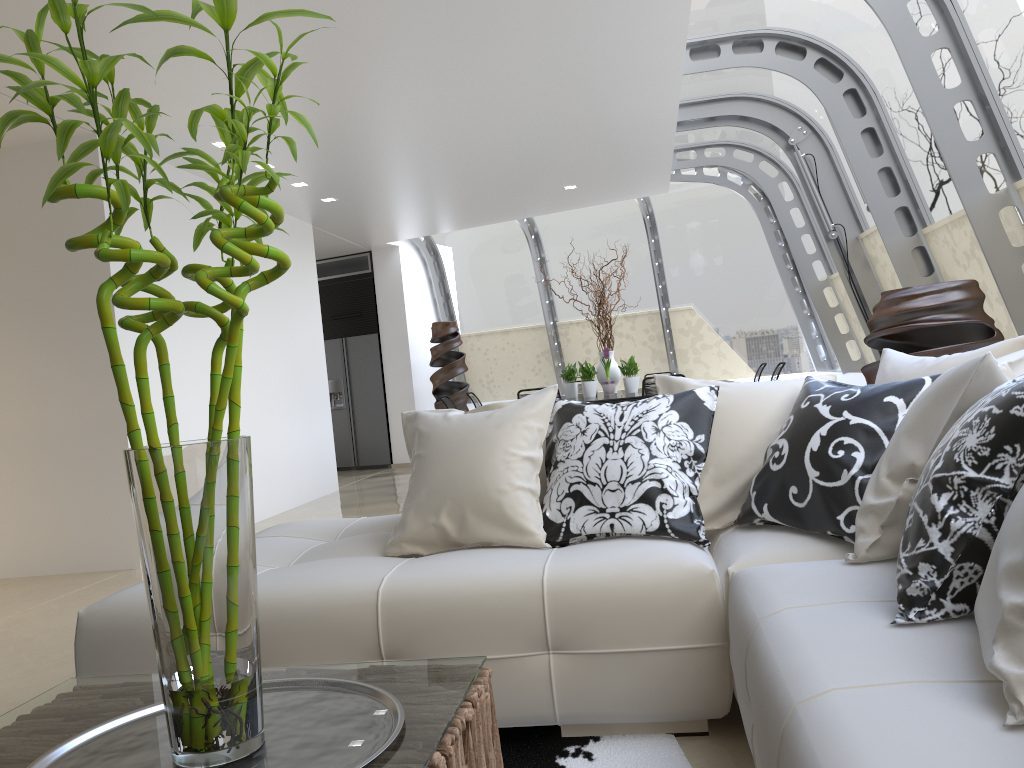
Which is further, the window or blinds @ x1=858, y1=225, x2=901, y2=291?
blinds @ x1=858, y1=225, x2=901, y2=291

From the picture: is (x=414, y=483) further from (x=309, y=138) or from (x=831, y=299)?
(x=831, y=299)

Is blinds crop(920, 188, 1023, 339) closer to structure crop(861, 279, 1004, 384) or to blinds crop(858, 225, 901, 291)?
structure crop(861, 279, 1004, 384)

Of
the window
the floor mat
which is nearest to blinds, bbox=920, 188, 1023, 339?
the window

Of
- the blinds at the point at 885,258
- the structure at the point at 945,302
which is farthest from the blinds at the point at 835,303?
the structure at the point at 945,302

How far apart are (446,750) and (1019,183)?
4.3 meters

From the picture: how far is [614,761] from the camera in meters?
2.2

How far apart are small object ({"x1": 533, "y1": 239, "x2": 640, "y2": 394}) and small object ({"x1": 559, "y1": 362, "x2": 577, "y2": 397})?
0.3 meters

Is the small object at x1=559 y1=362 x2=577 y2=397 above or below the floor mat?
above

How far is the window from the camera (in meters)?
4.58
